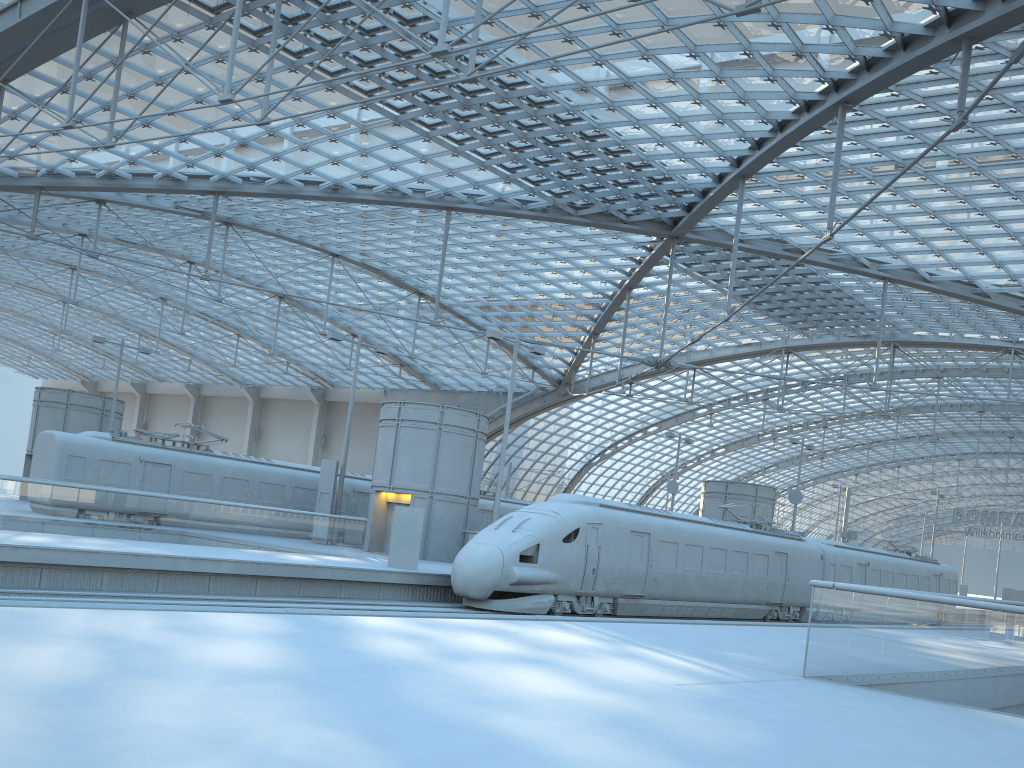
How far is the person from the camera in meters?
23.2 m

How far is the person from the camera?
23.2m

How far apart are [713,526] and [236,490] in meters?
18.0
